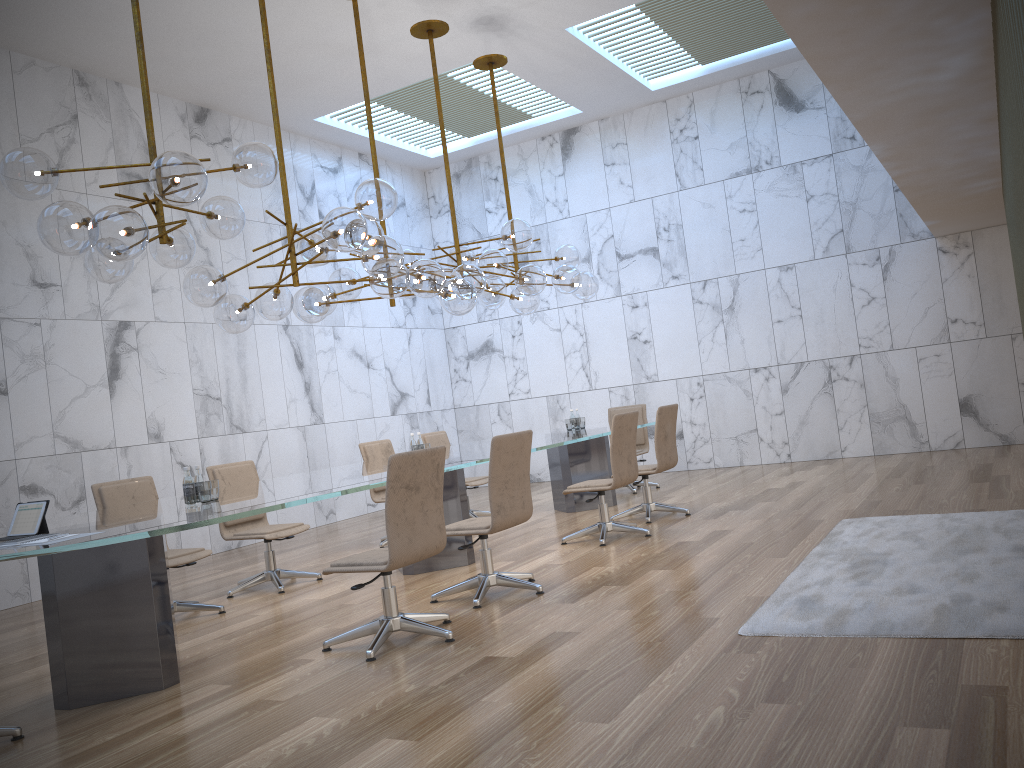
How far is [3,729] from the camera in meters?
3.8 m

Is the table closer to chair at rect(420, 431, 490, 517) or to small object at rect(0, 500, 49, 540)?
small object at rect(0, 500, 49, 540)

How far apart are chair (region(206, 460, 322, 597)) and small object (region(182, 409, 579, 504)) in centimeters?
163cm

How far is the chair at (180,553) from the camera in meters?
6.0

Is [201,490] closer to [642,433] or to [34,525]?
[34,525]

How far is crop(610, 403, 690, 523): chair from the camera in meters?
7.8

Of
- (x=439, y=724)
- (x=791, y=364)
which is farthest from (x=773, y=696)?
(x=791, y=364)

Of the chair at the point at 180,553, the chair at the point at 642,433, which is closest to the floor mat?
the chair at the point at 180,553

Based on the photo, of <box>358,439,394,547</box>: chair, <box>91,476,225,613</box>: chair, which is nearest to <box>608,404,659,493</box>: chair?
<box>358,439,394,547</box>: chair

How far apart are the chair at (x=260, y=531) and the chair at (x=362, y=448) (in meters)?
1.40
